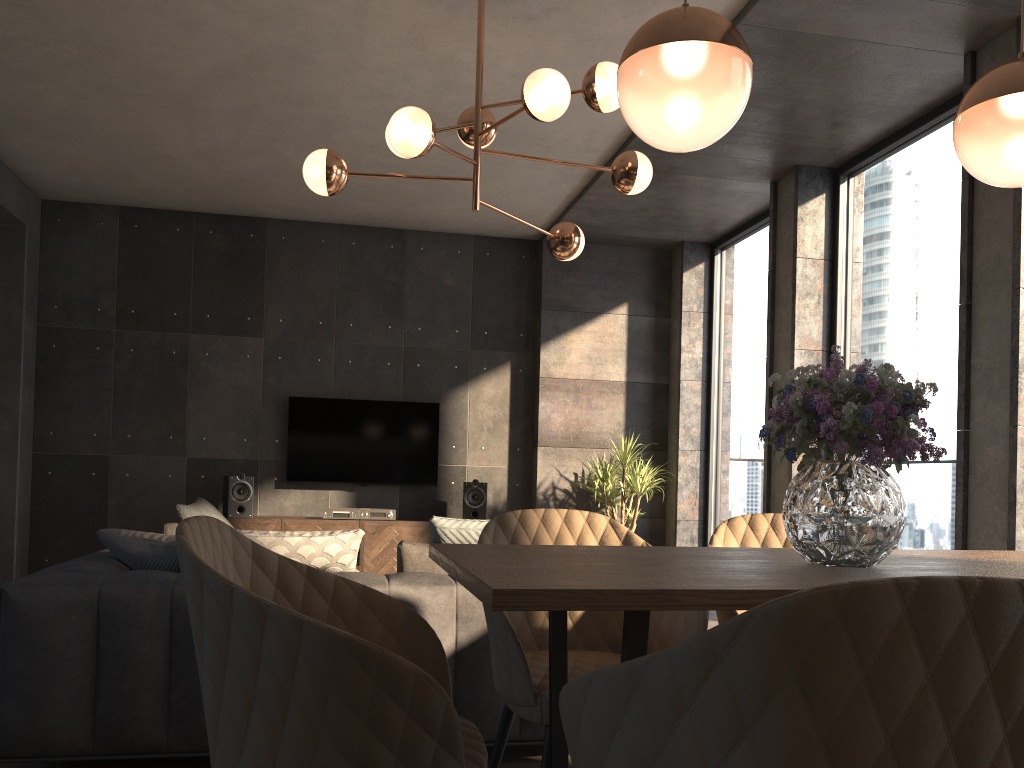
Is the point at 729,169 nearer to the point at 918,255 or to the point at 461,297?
the point at 918,255

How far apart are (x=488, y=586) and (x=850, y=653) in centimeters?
51cm

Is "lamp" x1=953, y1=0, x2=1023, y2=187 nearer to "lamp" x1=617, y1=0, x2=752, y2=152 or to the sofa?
"lamp" x1=617, y1=0, x2=752, y2=152

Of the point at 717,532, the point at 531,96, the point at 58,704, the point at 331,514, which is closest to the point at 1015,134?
the point at 717,532

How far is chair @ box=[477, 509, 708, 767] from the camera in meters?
1.9 m

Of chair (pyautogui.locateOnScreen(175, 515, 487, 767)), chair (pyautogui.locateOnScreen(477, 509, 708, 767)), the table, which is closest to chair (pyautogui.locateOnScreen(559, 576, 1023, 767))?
the table

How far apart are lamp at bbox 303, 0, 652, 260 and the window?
1.9 meters

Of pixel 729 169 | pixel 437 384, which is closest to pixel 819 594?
pixel 729 169

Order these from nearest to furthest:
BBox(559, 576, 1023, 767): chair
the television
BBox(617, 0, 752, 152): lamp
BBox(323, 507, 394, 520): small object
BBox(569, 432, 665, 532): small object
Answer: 1. BBox(559, 576, 1023, 767): chair
2. BBox(617, 0, 752, 152): lamp
3. BBox(323, 507, 394, 520): small object
4. BBox(569, 432, 665, 532): small object
5. the television

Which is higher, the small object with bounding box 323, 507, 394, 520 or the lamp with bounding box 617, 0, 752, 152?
the lamp with bounding box 617, 0, 752, 152
